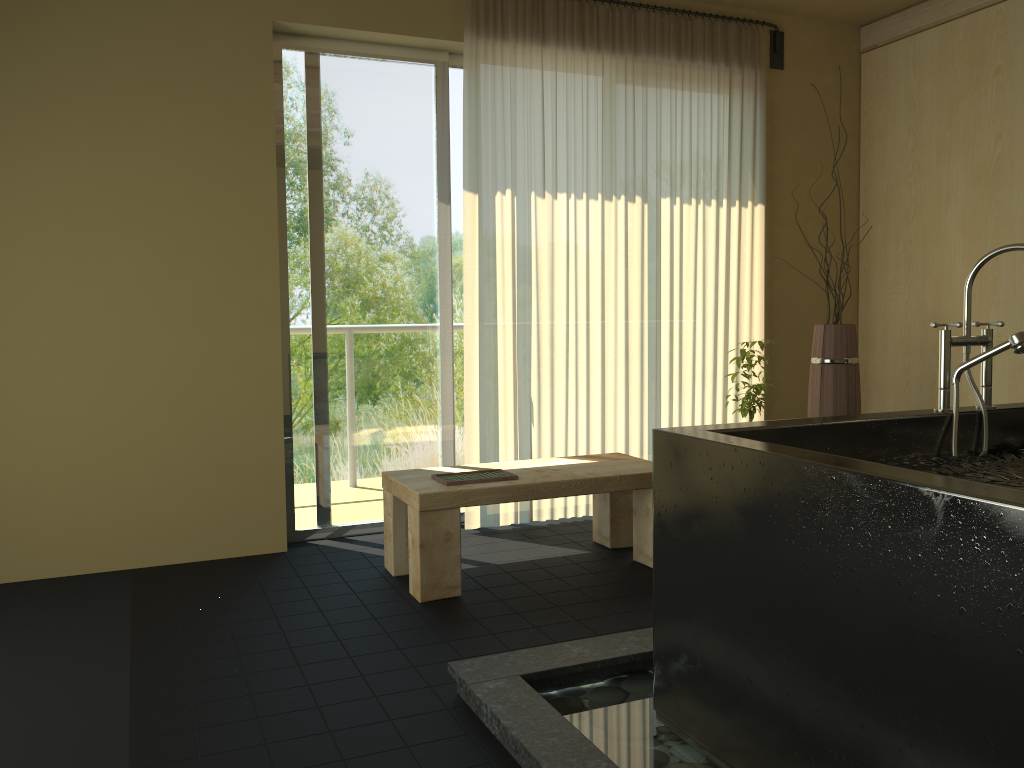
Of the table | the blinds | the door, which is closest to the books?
the table

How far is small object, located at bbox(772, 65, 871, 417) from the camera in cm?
412

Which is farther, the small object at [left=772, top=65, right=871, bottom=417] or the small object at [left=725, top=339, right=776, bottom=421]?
the small object at [left=772, top=65, right=871, bottom=417]

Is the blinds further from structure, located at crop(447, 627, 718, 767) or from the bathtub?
the bathtub

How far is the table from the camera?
3.2m

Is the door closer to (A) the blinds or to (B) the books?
(A) the blinds

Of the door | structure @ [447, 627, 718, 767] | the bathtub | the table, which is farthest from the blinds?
the bathtub

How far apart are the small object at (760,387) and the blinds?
0.52m

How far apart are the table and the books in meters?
0.0 m

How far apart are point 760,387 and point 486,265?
1.38m
